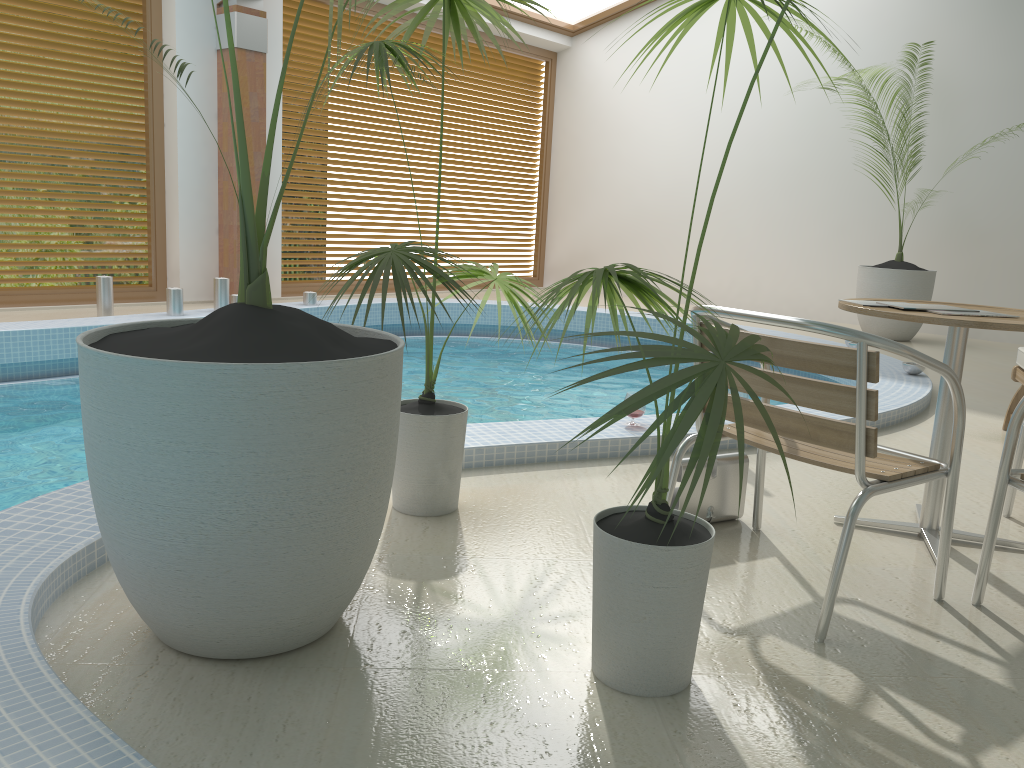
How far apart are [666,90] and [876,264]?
3.24m

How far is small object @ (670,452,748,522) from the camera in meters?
2.8 m

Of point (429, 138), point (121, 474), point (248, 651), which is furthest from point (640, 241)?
point (121, 474)

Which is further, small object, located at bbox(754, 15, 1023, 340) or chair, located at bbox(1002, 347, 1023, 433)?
small object, located at bbox(754, 15, 1023, 340)

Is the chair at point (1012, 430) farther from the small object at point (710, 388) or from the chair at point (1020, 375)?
the chair at point (1020, 375)

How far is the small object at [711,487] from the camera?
2.8 meters

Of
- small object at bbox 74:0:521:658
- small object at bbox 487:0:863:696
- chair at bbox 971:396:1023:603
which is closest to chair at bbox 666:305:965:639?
chair at bbox 971:396:1023:603

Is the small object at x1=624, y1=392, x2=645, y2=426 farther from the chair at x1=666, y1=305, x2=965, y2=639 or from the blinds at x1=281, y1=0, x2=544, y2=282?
the blinds at x1=281, y1=0, x2=544, y2=282

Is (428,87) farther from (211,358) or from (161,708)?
(161,708)

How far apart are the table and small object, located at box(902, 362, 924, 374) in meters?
2.8 m
